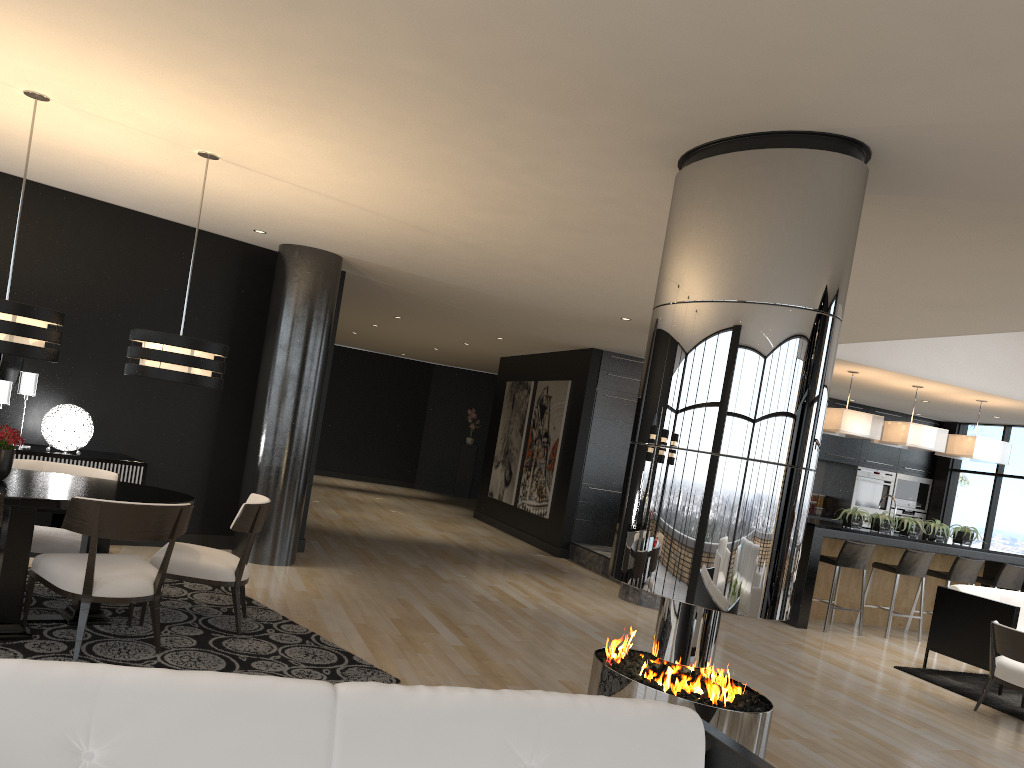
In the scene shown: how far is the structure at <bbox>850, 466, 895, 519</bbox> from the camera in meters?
12.8 m

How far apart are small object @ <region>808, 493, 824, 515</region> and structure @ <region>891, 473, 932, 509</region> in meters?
A: 1.1

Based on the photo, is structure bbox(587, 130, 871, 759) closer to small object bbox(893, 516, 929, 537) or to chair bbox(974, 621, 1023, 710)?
chair bbox(974, 621, 1023, 710)

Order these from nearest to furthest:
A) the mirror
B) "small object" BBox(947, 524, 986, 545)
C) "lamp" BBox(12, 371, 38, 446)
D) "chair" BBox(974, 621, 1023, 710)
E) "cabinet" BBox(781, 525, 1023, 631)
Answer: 1. "chair" BBox(974, 621, 1023, 710)
2. "lamp" BBox(12, 371, 38, 446)
3. the mirror
4. "cabinet" BBox(781, 525, 1023, 631)
5. "small object" BBox(947, 524, 986, 545)

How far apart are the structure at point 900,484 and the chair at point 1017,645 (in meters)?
7.01

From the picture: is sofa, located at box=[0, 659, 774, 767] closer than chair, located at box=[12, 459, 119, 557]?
Yes

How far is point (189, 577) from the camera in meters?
5.0

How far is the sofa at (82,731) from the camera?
1.7 meters

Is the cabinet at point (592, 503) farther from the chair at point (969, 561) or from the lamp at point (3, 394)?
the lamp at point (3, 394)

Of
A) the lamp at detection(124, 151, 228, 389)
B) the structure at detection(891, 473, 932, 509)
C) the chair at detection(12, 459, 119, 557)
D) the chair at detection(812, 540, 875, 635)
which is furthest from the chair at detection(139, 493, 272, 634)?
the structure at detection(891, 473, 932, 509)
